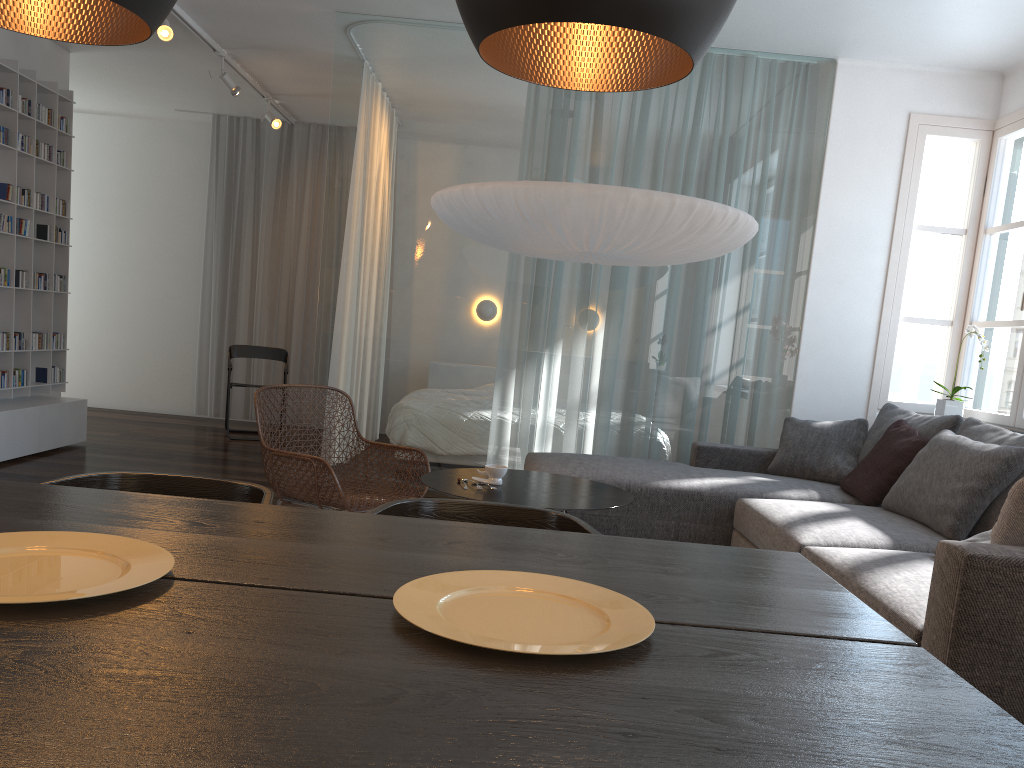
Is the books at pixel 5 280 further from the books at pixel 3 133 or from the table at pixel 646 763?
the table at pixel 646 763

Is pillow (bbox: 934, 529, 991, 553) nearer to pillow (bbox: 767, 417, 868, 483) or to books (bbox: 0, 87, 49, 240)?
pillow (bbox: 767, 417, 868, 483)

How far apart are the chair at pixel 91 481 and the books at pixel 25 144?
4.6m

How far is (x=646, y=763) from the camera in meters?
0.8

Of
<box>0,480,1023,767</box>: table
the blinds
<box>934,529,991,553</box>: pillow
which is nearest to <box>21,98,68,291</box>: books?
the blinds

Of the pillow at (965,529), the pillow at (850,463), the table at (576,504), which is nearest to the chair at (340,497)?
the table at (576,504)

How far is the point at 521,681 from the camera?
1.0 meters

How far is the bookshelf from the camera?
5.6 meters

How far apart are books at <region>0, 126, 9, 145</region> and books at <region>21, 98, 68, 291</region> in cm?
42

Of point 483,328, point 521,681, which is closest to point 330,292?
point 483,328
